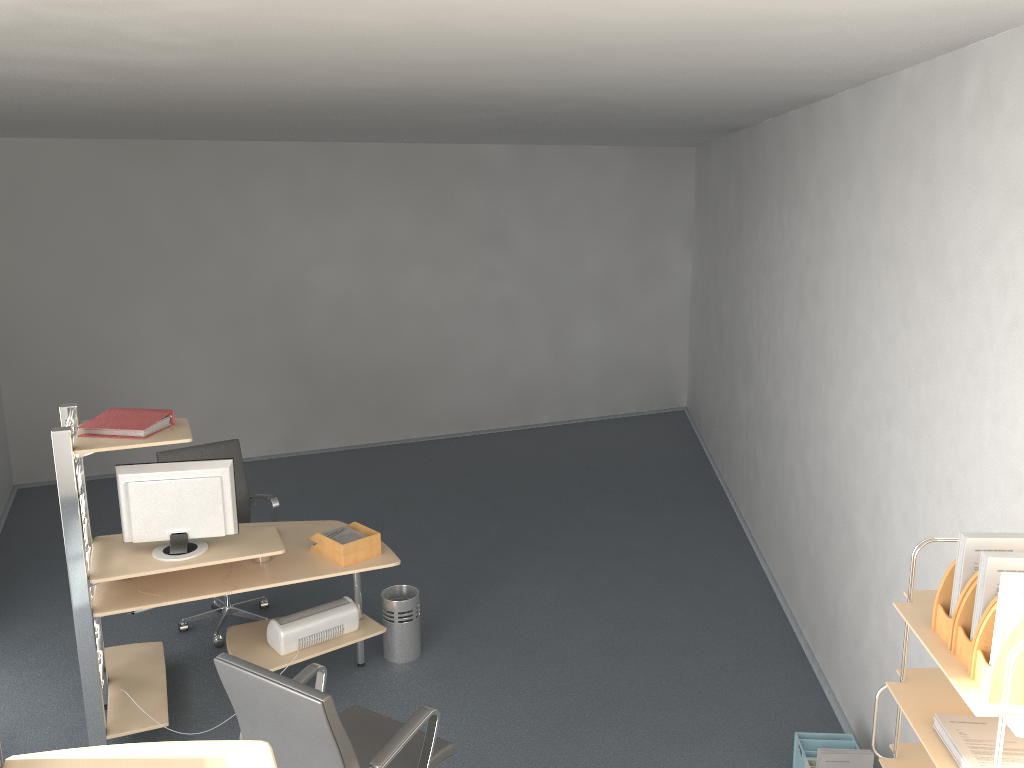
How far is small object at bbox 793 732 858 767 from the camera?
3.82m

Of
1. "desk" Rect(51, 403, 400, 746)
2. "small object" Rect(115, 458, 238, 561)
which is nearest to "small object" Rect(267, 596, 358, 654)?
"desk" Rect(51, 403, 400, 746)

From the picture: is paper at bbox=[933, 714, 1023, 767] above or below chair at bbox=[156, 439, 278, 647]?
above

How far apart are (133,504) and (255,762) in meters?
2.7 m

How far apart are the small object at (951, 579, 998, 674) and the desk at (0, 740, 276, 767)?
1.62m

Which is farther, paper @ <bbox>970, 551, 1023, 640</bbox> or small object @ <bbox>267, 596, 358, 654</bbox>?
small object @ <bbox>267, 596, 358, 654</bbox>

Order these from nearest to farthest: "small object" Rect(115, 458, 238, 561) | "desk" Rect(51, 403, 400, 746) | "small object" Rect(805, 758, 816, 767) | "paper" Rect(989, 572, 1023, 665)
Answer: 1. "paper" Rect(989, 572, 1023, 665)
2. "small object" Rect(805, 758, 816, 767)
3. "desk" Rect(51, 403, 400, 746)
4. "small object" Rect(115, 458, 238, 561)

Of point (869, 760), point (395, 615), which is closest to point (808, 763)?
point (869, 760)

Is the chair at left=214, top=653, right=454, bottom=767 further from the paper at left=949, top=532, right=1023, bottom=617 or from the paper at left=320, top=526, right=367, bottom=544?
the paper at left=949, top=532, right=1023, bottom=617

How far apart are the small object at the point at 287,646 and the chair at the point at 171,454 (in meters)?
0.73
